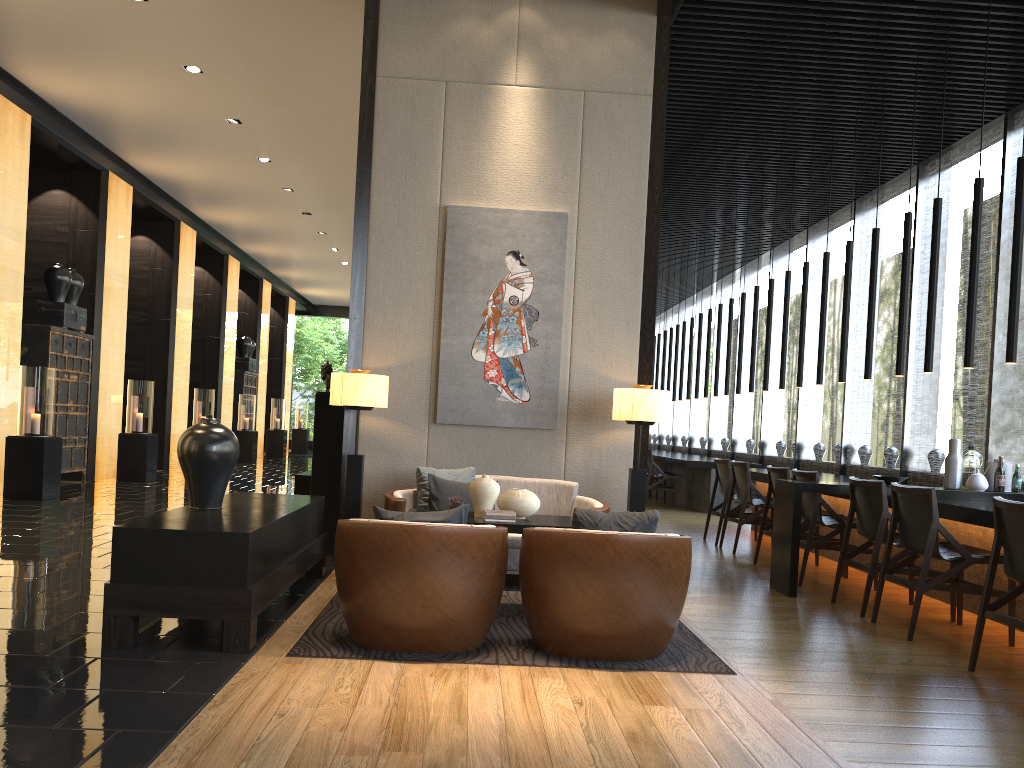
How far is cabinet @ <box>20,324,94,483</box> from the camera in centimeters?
1034cm

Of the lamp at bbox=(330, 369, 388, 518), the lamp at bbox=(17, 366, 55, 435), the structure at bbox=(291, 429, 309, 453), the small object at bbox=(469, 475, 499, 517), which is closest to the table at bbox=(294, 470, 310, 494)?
the lamp at bbox=(330, 369, 388, 518)

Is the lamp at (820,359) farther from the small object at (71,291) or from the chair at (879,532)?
the small object at (71,291)

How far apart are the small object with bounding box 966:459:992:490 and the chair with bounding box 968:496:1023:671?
1.94m

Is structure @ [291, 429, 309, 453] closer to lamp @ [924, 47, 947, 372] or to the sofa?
the sofa

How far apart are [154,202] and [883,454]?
32.3m

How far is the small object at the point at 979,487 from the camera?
5.9m

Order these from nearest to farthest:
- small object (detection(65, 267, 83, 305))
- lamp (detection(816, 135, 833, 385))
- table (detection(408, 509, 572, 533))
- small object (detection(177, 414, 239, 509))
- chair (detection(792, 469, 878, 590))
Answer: small object (detection(177, 414, 239, 509))
table (detection(408, 509, 572, 533))
chair (detection(792, 469, 878, 590))
lamp (detection(816, 135, 833, 385))
small object (detection(65, 267, 83, 305))

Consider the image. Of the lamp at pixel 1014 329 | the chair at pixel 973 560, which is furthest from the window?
the chair at pixel 973 560

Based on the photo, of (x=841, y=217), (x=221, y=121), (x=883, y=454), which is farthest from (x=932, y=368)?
(x=883, y=454)
